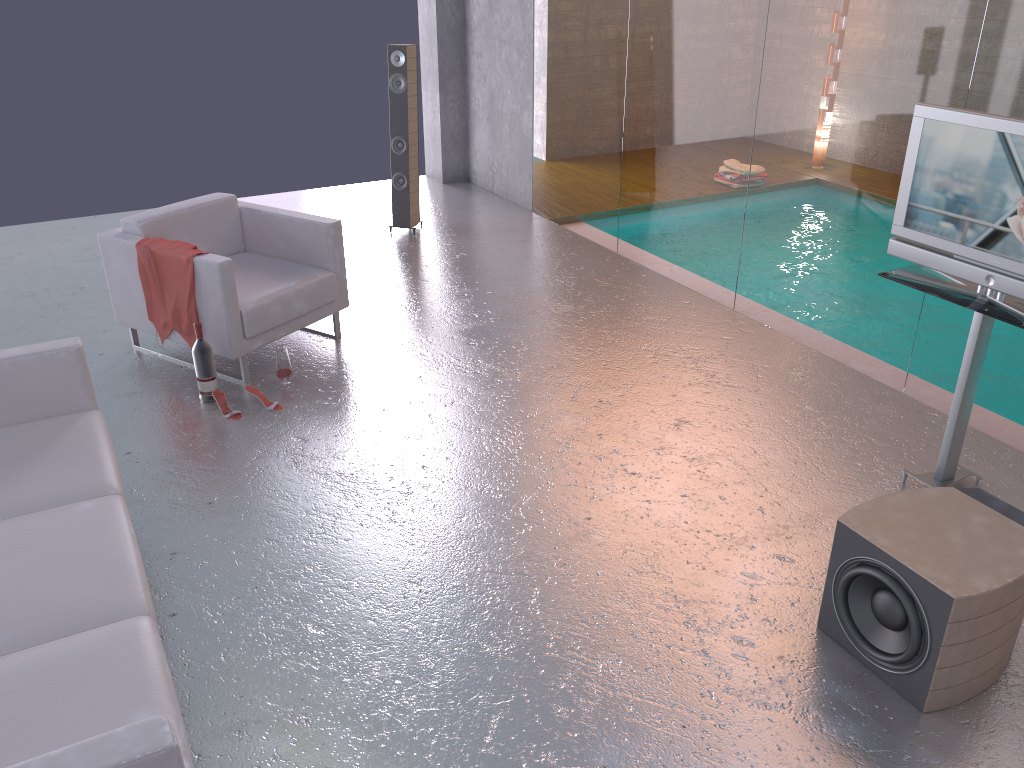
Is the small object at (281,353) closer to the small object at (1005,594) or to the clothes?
the clothes

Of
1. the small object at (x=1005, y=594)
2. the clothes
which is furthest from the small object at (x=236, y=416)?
the small object at (x=1005, y=594)

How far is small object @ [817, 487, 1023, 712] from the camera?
2.7 meters

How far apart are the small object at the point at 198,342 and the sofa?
0.9 meters

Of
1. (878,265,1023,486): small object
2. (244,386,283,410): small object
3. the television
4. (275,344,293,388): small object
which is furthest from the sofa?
the television

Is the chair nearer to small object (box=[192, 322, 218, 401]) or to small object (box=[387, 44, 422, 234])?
small object (box=[192, 322, 218, 401])

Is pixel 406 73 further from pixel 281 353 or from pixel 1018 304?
pixel 1018 304

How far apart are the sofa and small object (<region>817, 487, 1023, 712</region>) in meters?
2.1

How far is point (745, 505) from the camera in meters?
3.8

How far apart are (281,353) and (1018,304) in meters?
3.5 m
